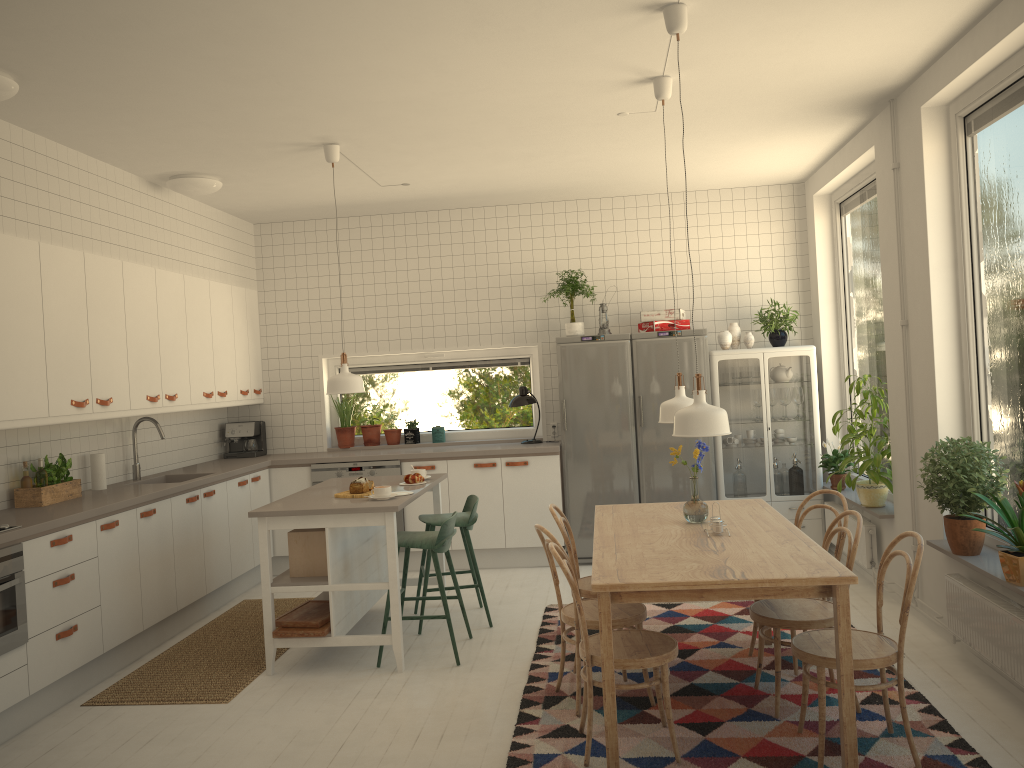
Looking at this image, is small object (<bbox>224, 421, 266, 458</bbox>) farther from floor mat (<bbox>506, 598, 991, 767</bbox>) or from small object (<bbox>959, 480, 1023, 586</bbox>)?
small object (<bbox>959, 480, 1023, 586</bbox>)

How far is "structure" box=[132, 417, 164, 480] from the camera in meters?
5.9

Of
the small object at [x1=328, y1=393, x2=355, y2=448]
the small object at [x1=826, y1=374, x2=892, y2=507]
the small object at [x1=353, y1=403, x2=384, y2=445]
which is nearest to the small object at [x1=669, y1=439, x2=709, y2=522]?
the small object at [x1=826, y1=374, x2=892, y2=507]

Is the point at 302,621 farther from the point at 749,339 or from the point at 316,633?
the point at 749,339

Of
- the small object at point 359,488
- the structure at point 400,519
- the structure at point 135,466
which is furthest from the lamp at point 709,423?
the structure at point 135,466

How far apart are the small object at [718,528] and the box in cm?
210

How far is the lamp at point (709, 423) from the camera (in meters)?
3.37

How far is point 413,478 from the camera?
5.37m

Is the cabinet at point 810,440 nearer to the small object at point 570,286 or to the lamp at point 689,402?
the small object at point 570,286

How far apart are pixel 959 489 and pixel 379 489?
2.9m
